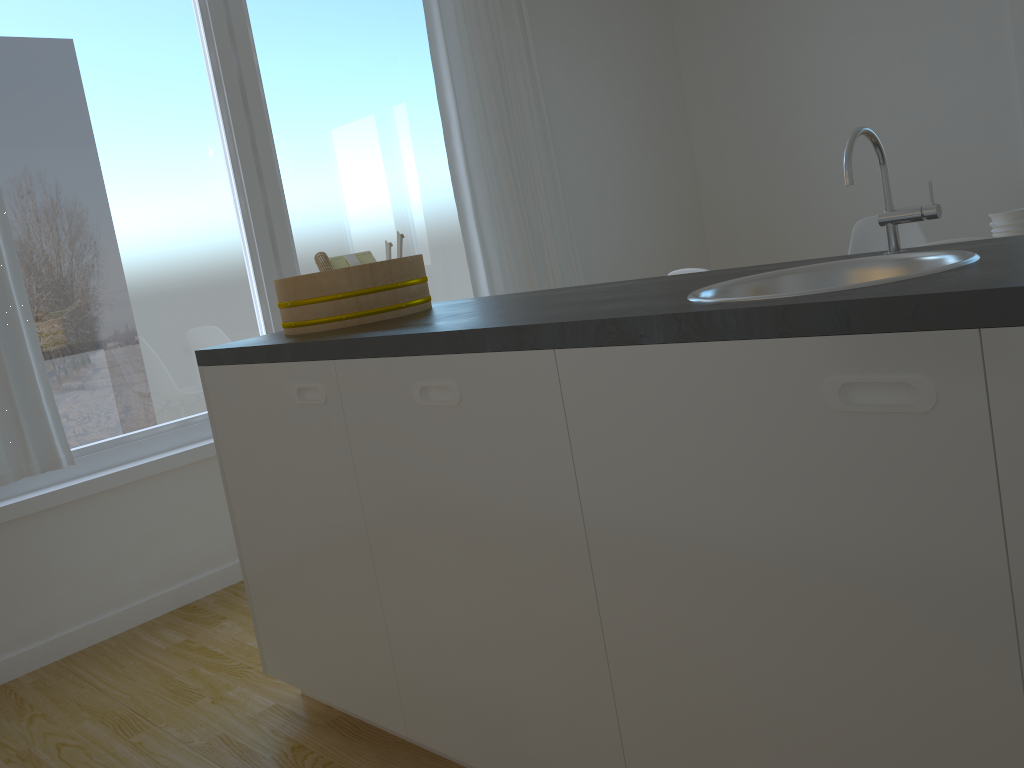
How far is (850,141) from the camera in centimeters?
137cm

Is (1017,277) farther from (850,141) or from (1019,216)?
(1019,216)

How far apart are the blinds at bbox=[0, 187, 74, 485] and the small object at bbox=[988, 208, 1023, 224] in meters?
3.2 m

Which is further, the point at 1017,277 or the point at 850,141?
the point at 850,141

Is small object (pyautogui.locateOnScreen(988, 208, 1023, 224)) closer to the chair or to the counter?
the chair

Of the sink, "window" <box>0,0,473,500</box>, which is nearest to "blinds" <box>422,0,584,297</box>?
"window" <box>0,0,473,500</box>

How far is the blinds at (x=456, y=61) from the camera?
4.1 meters

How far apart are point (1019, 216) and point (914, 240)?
1.1 meters

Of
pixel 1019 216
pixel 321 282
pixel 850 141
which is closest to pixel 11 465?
pixel 321 282

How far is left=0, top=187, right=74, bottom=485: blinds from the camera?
2.7m
